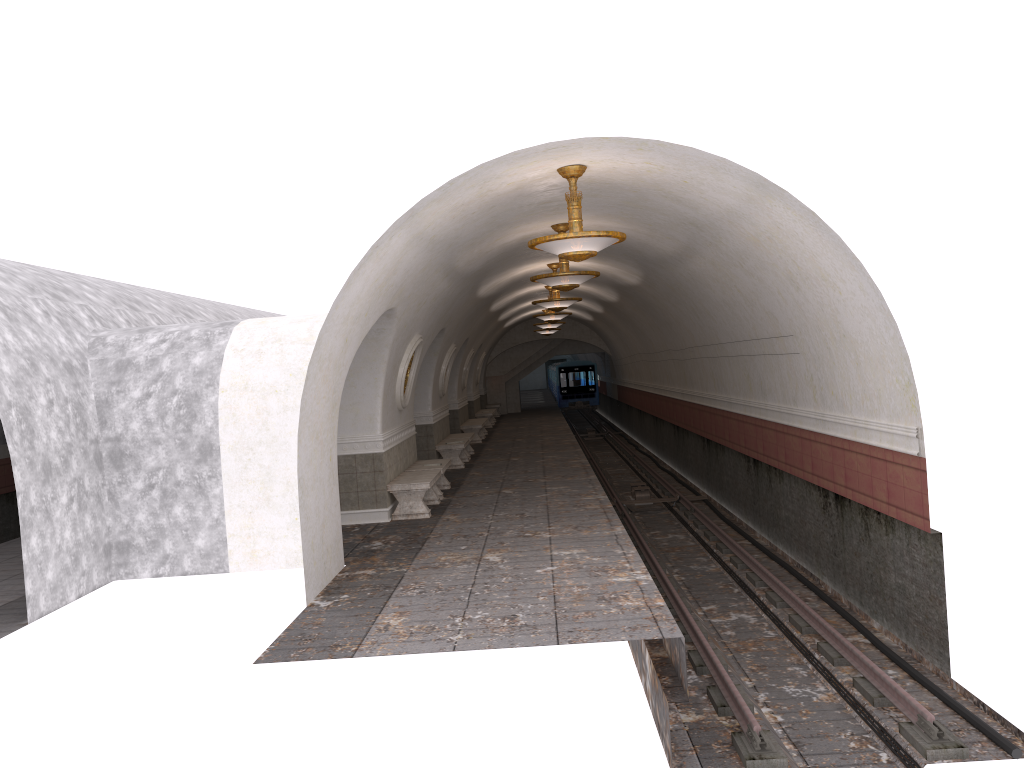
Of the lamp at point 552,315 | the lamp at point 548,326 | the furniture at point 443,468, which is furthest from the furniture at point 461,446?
the lamp at point 548,326

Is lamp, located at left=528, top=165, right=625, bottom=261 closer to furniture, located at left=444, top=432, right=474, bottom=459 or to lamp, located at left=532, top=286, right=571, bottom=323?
furniture, located at left=444, top=432, right=474, bottom=459

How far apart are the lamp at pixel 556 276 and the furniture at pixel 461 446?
6.6m

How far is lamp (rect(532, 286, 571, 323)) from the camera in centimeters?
2199cm

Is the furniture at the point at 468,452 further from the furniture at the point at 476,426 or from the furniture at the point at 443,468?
the furniture at the point at 443,468

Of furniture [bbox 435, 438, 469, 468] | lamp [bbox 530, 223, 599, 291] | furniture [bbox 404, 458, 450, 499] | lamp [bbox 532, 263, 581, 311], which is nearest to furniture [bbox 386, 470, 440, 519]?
furniture [bbox 404, 458, 450, 499]

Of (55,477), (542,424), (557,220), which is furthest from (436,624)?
(542,424)

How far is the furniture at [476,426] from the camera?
24.42m

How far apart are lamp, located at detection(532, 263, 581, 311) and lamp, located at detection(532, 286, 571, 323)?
4.39m

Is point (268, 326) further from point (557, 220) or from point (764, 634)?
point (764, 634)
